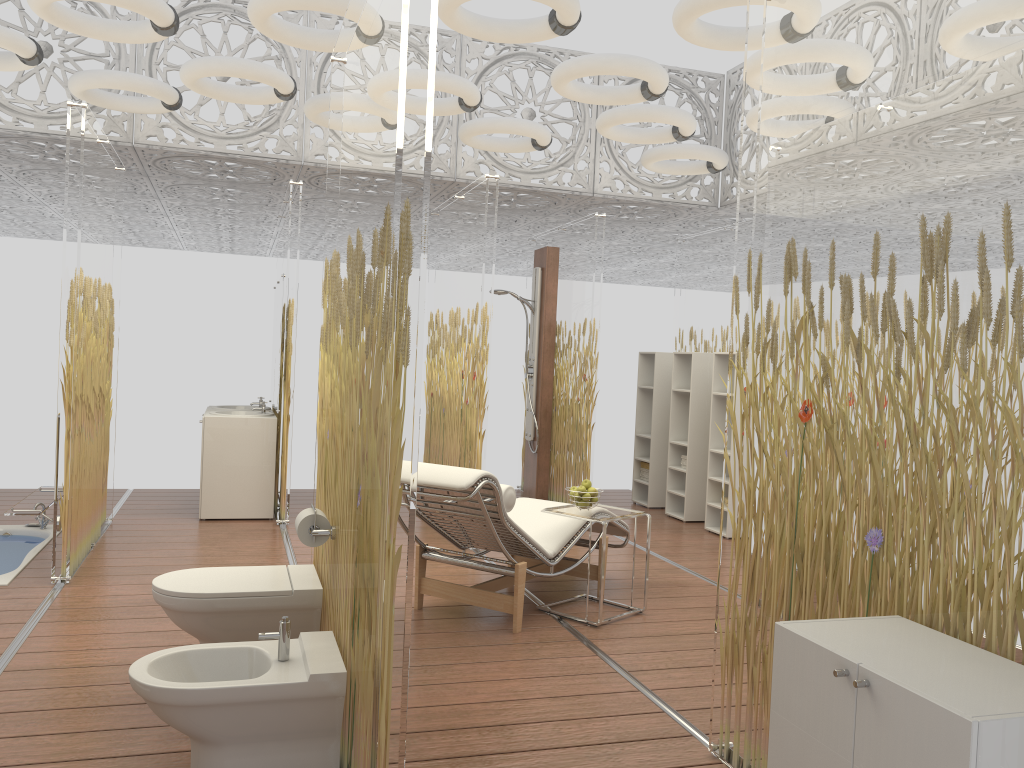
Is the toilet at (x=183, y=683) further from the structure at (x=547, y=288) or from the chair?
the structure at (x=547, y=288)

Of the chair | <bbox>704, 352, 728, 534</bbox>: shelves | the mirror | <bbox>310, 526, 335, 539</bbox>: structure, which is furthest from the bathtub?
<bbox>704, 352, 728, 534</bbox>: shelves

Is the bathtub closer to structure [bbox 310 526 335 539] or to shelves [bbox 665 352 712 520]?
structure [bbox 310 526 335 539]

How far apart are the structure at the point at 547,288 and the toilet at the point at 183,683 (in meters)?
5.27

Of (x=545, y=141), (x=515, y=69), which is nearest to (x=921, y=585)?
(x=545, y=141)

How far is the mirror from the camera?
7.2 meters

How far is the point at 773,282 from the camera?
2.8m

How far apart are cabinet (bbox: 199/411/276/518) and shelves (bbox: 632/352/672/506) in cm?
346

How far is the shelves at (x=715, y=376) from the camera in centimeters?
728cm

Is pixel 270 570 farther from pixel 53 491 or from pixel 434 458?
pixel 434 458
